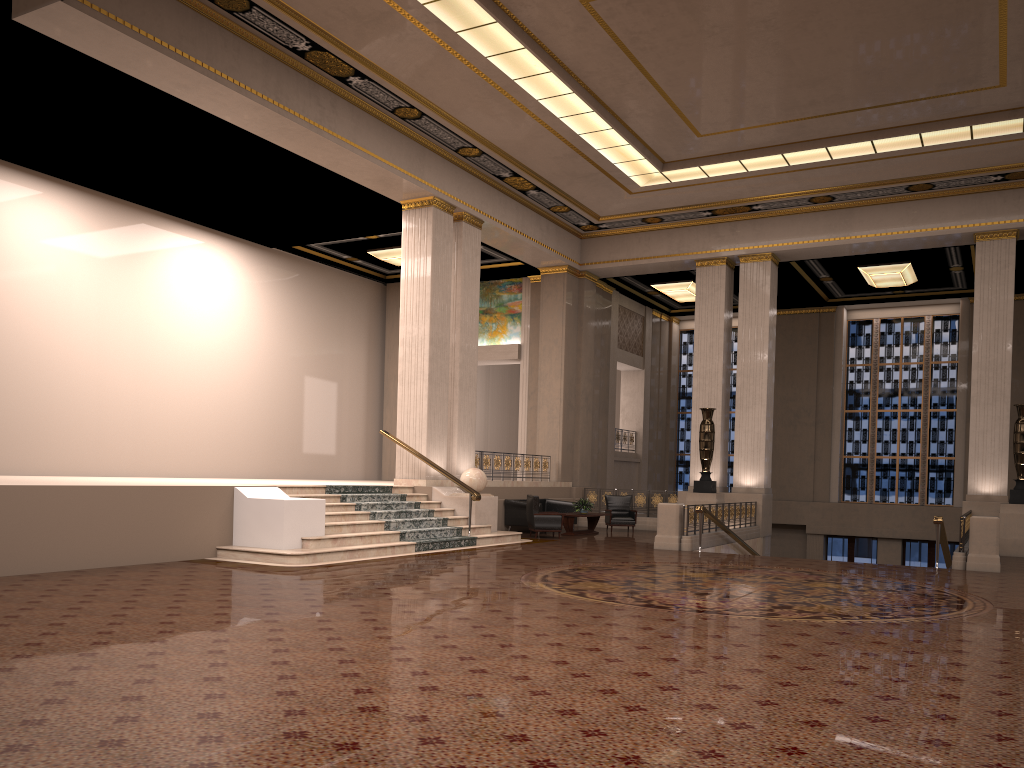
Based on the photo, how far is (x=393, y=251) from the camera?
21.2m

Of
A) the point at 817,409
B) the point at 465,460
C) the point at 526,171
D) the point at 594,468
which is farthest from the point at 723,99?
the point at 817,409

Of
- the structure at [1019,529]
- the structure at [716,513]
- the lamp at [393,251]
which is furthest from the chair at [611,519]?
the lamp at [393,251]

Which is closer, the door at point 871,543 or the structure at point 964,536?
the structure at point 964,536

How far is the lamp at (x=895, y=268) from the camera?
21.3m

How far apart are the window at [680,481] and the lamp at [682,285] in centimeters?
362cm

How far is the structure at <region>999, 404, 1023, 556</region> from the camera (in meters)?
15.81

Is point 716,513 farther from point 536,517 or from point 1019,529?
point 1019,529

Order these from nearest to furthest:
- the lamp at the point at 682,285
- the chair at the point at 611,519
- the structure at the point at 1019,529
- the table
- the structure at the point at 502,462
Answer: the structure at the point at 1019,529 < the table < the structure at the point at 502,462 < the chair at the point at 611,519 < the lamp at the point at 682,285

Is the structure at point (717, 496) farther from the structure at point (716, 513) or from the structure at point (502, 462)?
the structure at point (502, 462)
